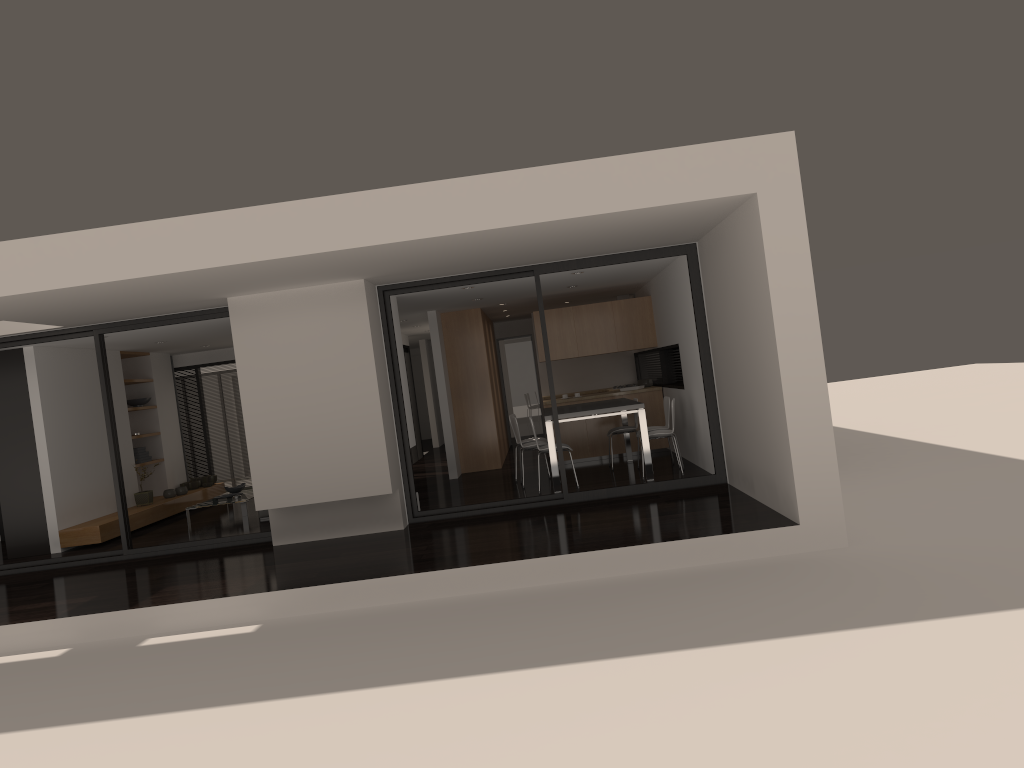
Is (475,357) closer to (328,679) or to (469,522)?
(469,522)

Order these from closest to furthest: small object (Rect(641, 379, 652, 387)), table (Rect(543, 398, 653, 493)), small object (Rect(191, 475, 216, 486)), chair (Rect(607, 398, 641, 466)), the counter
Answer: table (Rect(543, 398, 653, 493)) < chair (Rect(607, 398, 641, 466)) < the counter < small object (Rect(641, 379, 652, 387)) < small object (Rect(191, 475, 216, 486))

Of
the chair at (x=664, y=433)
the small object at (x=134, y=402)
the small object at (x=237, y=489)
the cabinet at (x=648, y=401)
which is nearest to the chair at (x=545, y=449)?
the chair at (x=664, y=433)

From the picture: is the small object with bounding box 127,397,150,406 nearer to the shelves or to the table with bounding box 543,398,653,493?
the shelves

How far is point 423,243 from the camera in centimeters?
663cm

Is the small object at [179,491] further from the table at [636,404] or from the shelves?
the table at [636,404]

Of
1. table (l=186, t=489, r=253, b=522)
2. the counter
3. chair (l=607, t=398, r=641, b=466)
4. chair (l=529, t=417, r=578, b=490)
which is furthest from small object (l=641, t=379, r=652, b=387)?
table (l=186, t=489, r=253, b=522)

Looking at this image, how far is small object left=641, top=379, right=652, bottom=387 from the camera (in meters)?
13.08

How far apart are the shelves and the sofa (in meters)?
1.70

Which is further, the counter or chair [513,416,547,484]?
the counter
